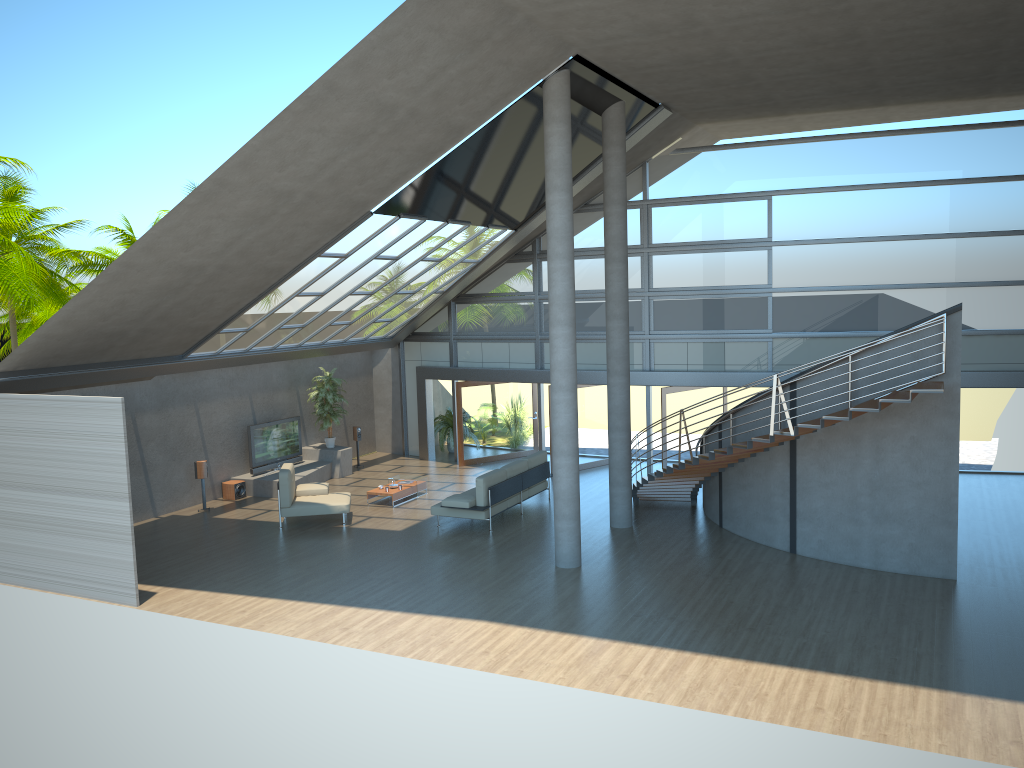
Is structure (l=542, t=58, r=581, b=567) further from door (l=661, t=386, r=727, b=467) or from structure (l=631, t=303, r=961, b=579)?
door (l=661, t=386, r=727, b=467)

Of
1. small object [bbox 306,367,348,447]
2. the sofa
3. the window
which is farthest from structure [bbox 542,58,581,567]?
small object [bbox 306,367,348,447]

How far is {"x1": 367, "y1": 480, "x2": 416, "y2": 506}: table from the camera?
16.88m

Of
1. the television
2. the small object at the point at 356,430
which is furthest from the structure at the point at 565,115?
the small object at the point at 356,430

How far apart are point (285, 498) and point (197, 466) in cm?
260

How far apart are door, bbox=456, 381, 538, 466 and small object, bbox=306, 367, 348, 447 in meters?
2.7 m

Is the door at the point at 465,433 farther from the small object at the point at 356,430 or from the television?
the television

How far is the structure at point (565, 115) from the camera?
12.10m

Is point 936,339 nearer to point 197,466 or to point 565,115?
point 565,115

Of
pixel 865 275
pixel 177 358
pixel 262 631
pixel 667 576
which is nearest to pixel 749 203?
pixel 865 275
